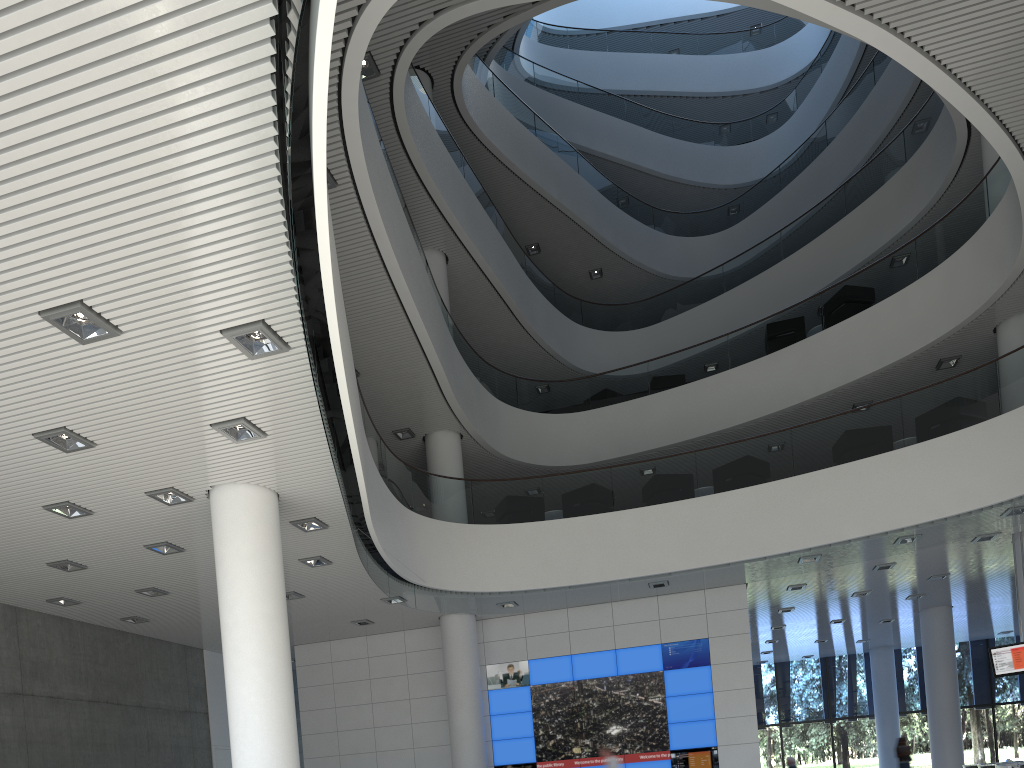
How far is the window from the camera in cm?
1499

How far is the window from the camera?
14.99m

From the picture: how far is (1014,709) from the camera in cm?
1499
